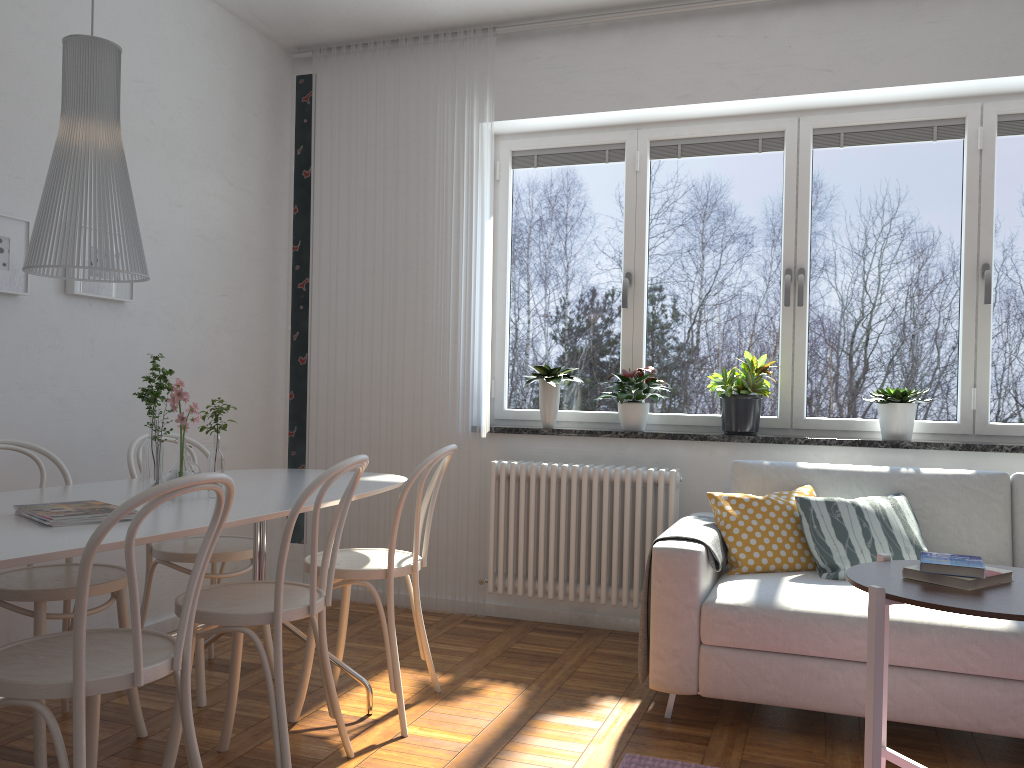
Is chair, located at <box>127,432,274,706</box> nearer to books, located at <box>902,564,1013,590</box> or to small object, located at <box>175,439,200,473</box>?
small object, located at <box>175,439,200,473</box>

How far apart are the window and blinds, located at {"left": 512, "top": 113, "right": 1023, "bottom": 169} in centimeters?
3cm

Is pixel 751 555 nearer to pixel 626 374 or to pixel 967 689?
pixel 967 689

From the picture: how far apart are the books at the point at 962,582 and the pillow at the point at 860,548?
1.0m

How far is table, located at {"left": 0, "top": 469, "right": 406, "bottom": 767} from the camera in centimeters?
177cm

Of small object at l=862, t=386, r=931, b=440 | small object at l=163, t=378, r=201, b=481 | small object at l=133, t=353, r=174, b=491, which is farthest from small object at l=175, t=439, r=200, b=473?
small object at l=862, t=386, r=931, b=440

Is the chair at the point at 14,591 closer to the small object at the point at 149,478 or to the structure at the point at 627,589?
the small object at the point at 149,478

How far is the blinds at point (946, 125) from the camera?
3.9 meters

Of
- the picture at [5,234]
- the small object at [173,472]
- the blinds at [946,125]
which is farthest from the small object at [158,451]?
the blinds at [946,125]

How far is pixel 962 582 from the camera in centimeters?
201cm
